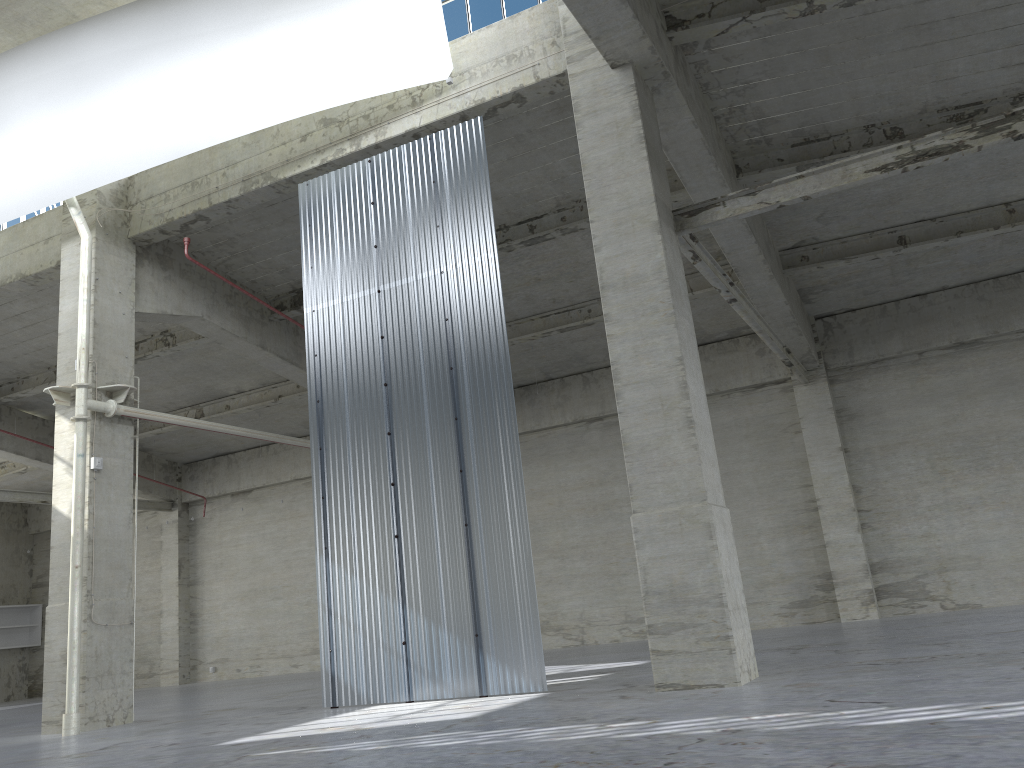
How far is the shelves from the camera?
39.4m

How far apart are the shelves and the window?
34.7 meters

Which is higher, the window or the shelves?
the window

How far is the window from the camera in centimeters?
1728cm

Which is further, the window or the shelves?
the shelves

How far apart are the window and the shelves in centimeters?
3472cm

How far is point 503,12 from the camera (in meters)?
17.28

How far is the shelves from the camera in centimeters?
3938cm

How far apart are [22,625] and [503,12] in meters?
36.2 m

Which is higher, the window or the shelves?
the window
